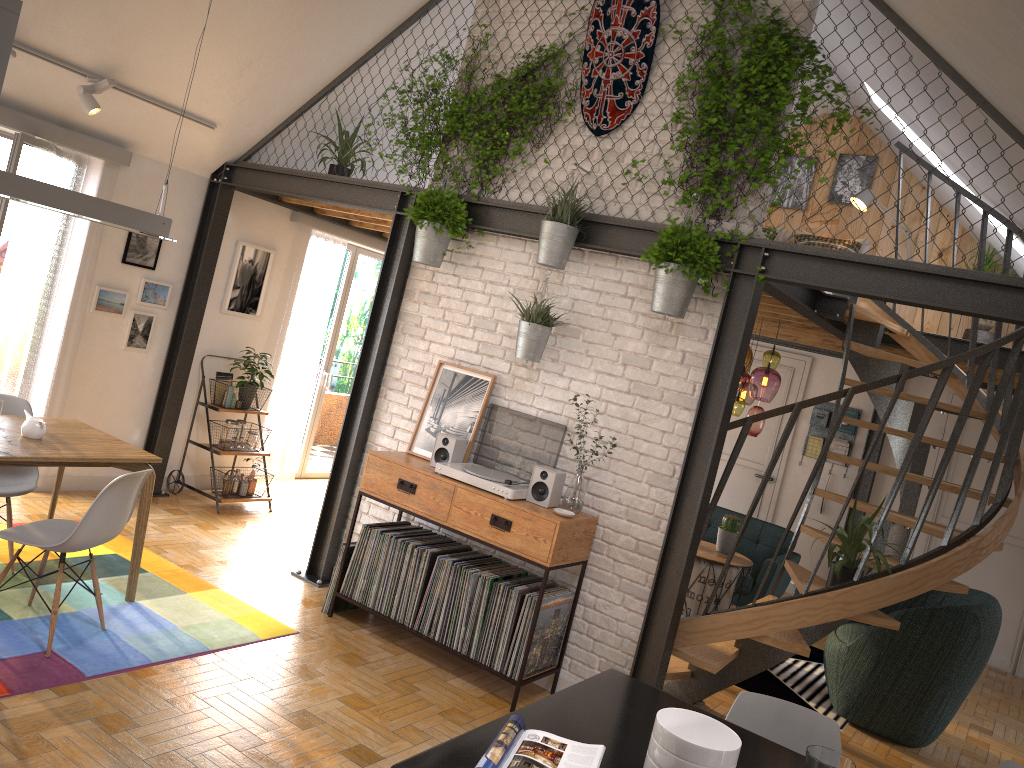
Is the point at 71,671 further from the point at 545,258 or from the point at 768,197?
the point at 768,197

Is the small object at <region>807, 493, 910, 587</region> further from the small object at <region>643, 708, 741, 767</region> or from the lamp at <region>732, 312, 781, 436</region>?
the small object at <region>643, 708, 741, 767</region>

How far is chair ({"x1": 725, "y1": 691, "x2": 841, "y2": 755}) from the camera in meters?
2.8 m

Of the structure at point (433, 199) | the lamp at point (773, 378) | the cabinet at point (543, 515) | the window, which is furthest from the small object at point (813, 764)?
the window

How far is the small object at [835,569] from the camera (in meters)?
4.41

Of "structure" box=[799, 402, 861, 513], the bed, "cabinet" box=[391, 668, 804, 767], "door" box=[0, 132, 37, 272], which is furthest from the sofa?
"door" box=[0, 132, 37, 272]

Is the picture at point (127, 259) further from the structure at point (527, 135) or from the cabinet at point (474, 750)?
the cabinet at point (474, 750)

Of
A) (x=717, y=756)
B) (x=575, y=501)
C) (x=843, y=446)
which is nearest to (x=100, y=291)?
(x=575, y=501)

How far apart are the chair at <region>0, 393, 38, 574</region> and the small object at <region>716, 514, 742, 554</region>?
4.5m

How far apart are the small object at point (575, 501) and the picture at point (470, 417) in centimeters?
71cm
